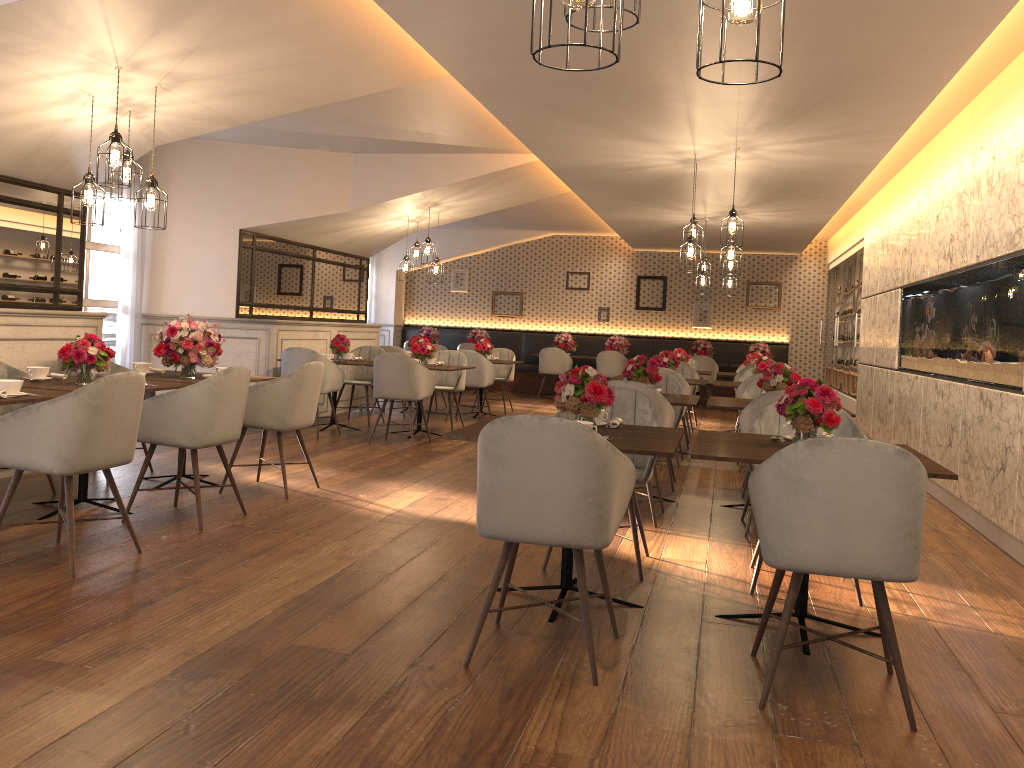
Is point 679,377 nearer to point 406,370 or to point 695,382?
point 695,382

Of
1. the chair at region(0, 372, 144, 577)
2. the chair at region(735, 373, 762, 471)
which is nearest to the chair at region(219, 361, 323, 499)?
the chair at region(0, 372, 144, 577)

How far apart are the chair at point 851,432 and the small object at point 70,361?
3.5 meters

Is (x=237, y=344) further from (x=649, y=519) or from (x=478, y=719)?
(x=478, y=719)

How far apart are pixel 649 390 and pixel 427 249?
5.17m

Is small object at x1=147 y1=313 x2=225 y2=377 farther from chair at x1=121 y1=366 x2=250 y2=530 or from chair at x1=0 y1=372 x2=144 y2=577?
chair at x1=0 y1=372 x2=144 y2=577

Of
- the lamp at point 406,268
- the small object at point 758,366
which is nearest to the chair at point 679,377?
the small object at point 758,366

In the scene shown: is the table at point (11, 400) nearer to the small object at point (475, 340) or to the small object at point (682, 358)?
the small object at point (682, 358)

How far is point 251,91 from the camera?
5.5 meters

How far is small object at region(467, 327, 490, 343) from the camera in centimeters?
1544cm
